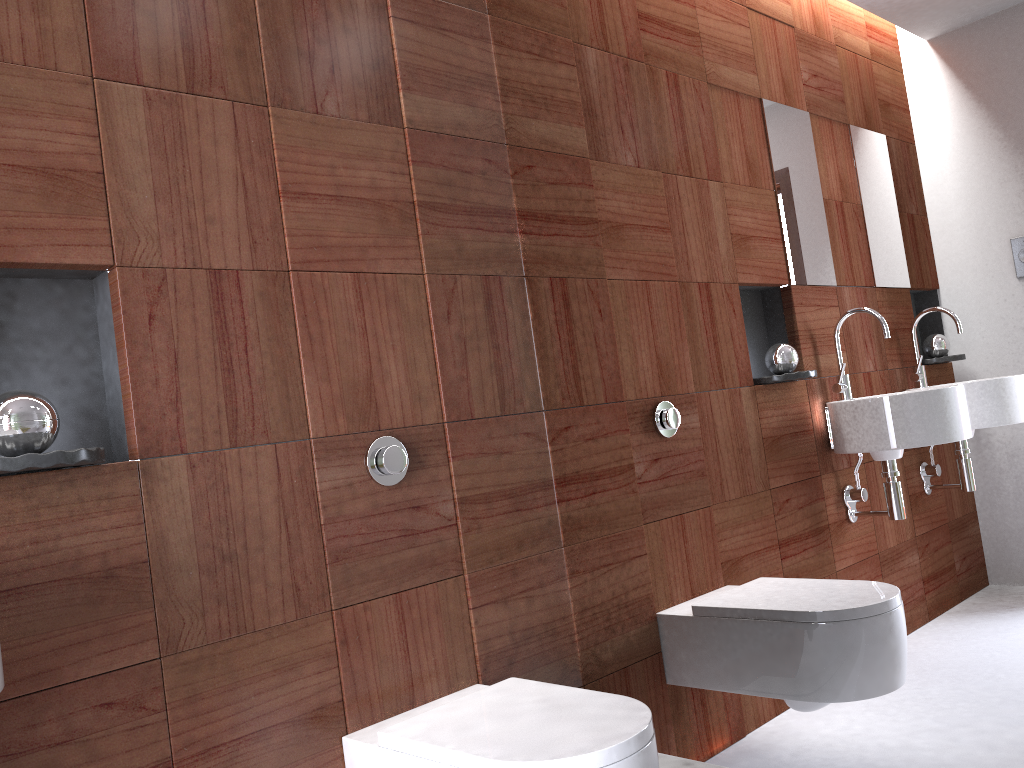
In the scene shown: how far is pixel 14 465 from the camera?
1.2 meters

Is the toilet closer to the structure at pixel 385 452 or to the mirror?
the mirror

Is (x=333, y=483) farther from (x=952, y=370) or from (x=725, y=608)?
(x=952, y=370)

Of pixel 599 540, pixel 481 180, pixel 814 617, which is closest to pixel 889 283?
pixel 814 617

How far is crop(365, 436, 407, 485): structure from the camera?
1.71m

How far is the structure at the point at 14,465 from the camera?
1.2 meters

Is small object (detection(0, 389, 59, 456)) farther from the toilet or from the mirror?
the mirror

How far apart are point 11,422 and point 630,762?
1.0m

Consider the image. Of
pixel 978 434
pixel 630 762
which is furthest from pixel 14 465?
pixel 978 434

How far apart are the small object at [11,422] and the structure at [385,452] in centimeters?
57cm
